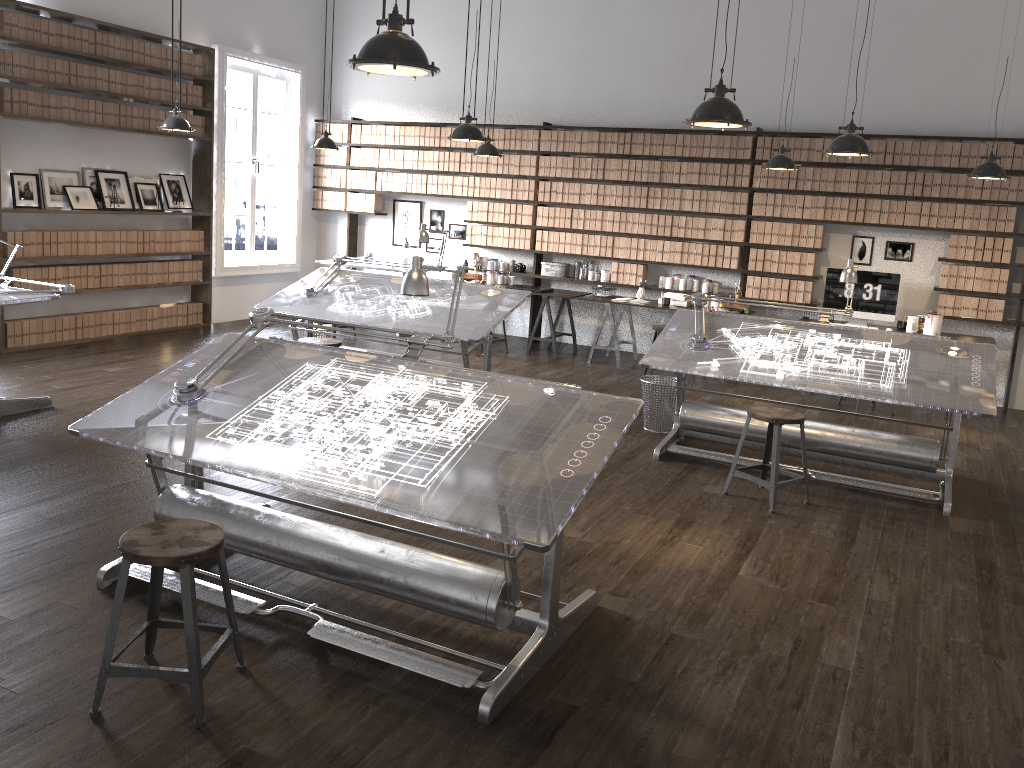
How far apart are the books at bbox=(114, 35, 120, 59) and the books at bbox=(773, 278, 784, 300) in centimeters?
673cm

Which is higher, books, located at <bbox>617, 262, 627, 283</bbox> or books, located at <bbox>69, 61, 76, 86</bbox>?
books, located at <bbox>69, 61, 76, 86</bbox>

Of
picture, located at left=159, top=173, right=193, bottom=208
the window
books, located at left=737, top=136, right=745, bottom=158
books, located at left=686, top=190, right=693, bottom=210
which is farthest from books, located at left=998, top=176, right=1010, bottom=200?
picture, located at left=159, top=173, right=193, bottom=208

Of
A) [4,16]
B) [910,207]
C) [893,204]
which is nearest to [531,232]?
[893,204]

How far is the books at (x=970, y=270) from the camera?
8.0 meters

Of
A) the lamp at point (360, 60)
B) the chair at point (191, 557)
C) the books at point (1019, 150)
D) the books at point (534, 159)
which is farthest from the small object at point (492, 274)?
the chair at point (191, 557)

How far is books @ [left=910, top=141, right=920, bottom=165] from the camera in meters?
8.1 m

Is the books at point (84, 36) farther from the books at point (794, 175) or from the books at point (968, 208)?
the books at point (968, 208)

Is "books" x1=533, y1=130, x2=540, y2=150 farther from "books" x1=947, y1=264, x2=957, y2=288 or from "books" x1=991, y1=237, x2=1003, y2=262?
"books" x1=991, y1=237, x2=1003, y2=262

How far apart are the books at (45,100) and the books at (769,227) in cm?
677
